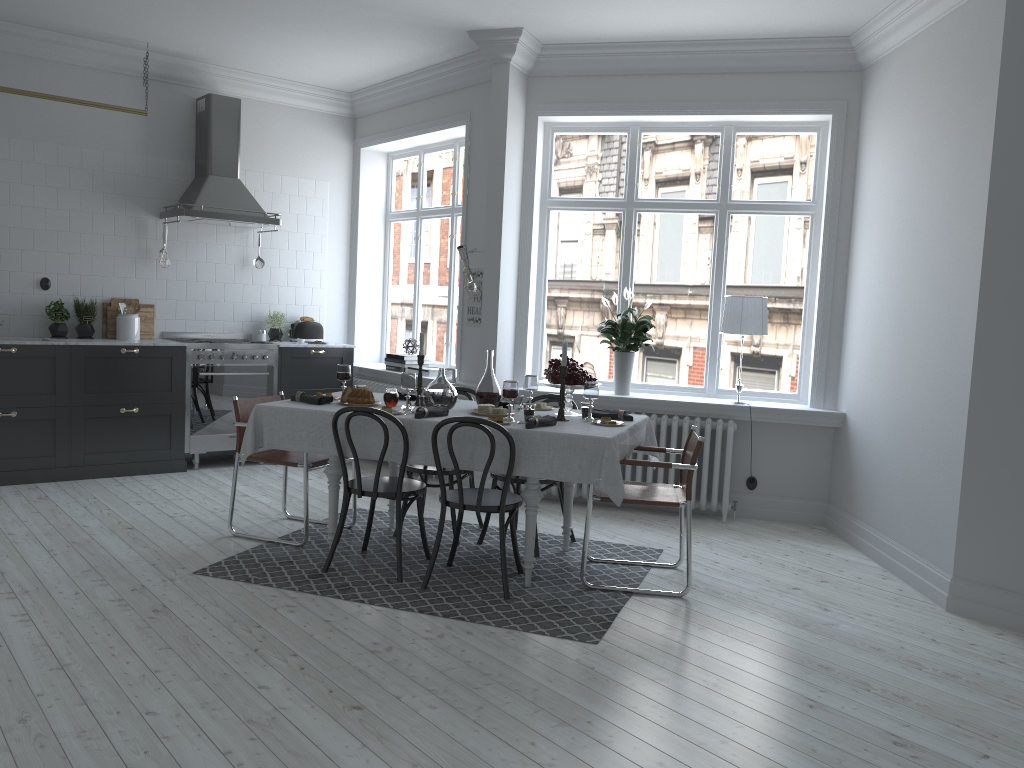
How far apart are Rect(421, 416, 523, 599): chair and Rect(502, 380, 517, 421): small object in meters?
0.4 m

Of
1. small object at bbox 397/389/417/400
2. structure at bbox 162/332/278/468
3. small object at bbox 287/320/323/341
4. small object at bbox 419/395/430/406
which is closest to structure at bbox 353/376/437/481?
small object at bbox 287/320/323/341

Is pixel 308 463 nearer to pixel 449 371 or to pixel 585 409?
pixel 449 371

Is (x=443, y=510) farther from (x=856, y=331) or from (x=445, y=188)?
(x=445, y=188)

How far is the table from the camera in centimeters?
431cm

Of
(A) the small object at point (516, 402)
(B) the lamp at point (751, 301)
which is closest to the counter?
(A) the small object at point (516, 402)

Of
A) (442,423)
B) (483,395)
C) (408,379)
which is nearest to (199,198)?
(408,379)

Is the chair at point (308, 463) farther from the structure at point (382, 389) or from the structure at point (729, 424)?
the structure at point (382, 389)

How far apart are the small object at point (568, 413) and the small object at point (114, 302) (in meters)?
4.21

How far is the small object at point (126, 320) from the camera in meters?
7.1
